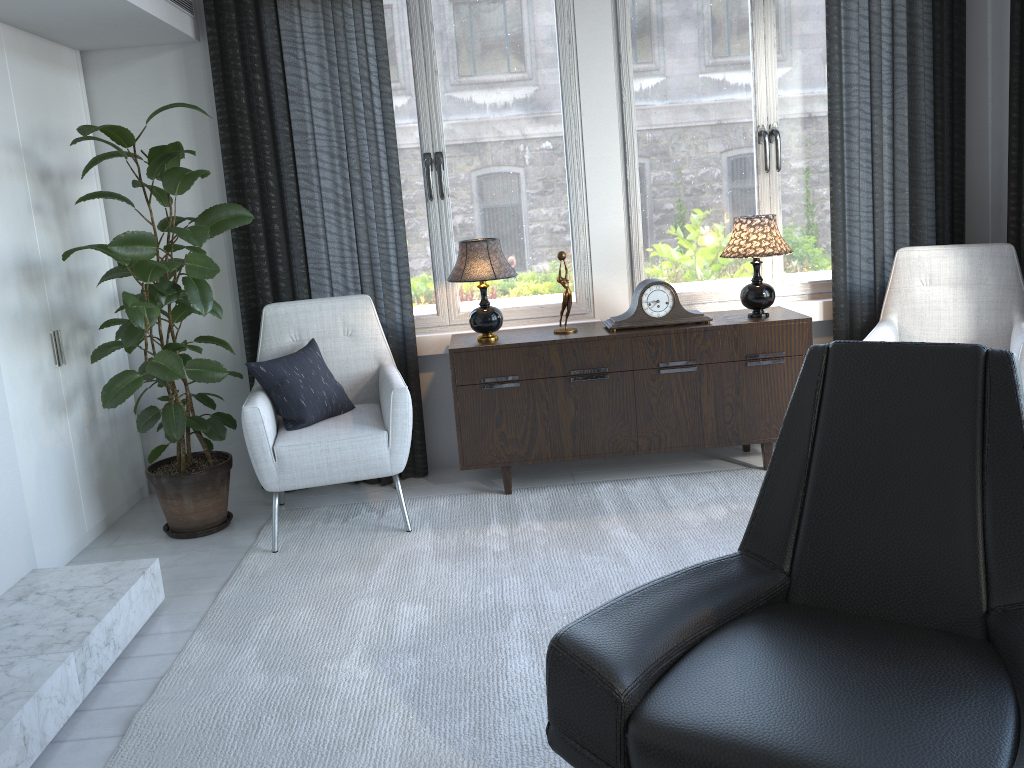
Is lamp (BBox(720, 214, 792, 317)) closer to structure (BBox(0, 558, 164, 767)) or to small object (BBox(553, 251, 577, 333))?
small object (BBox(553, 251, 577, 333))

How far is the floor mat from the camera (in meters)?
2.00

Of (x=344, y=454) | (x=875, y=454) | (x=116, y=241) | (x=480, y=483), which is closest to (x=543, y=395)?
(x=480, y=483)

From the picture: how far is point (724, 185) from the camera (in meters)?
3.79

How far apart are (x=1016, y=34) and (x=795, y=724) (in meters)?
3.18

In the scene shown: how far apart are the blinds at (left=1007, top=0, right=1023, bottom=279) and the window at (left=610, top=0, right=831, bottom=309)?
0.7m

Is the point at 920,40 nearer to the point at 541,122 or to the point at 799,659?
the point at 541,122

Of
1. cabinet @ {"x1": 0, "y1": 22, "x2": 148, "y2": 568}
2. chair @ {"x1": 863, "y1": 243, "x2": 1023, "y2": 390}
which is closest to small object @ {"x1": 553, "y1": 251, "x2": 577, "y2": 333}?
chair @ {"x1": 863, "y1": 243, "x2": 1023, "y2": 390}

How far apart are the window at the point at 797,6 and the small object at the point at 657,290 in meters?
0.3 m

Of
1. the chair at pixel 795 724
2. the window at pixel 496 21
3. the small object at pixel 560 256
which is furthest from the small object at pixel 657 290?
the chair at pixel 795 724
